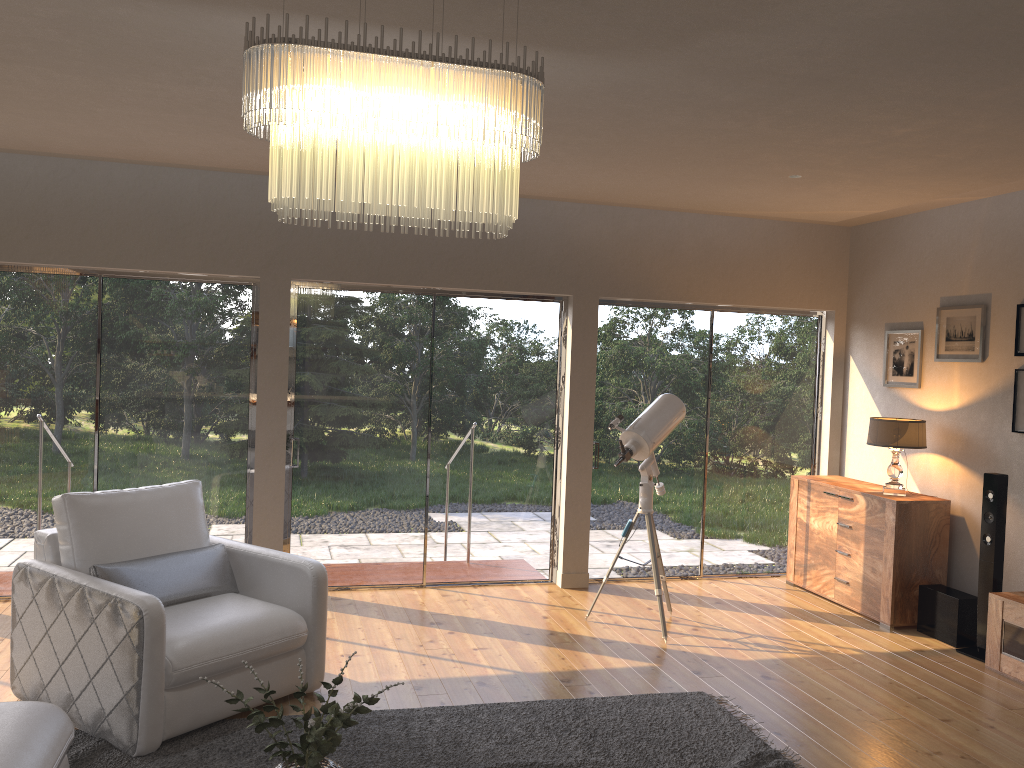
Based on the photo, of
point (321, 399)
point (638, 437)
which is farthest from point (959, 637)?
point (321, 399)

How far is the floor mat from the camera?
3.58m

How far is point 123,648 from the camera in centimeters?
353cm

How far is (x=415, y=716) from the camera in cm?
403

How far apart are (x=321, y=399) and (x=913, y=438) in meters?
4.0

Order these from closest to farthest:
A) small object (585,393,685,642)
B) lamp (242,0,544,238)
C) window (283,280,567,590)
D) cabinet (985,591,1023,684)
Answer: lamp (242,0,544,238)
cabinet (985,591,1023,684)
small object (585,393,685,642)
window (283,280,567,590)

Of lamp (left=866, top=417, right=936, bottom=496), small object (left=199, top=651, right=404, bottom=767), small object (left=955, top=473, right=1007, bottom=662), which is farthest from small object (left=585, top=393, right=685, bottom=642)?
small object (left=199, top=651, right=404, bottom=767)

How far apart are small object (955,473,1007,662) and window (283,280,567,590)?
2.7 meters

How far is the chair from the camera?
3.53m

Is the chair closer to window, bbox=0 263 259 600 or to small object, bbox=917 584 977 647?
window, bbox=0 263 259 600
